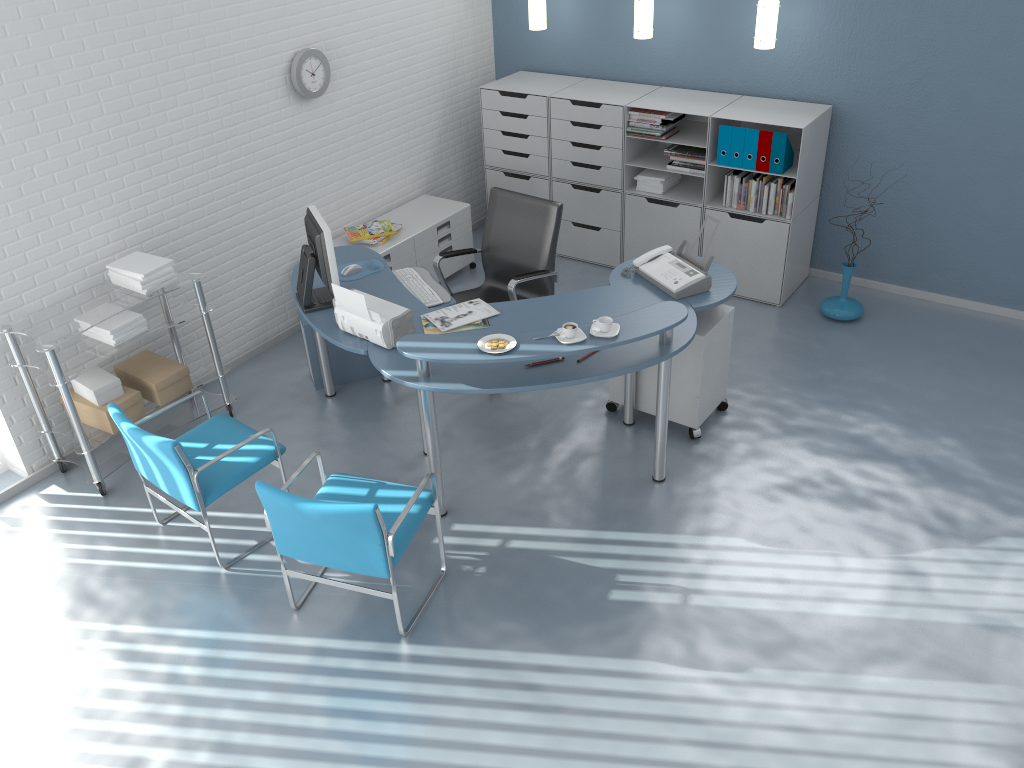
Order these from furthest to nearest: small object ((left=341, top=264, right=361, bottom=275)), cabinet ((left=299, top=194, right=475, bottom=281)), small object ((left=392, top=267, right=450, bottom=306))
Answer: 1. cabinet ((left=299, top=194, right=475, bottom=281))
2. small object ((left=341, top=264, right=361, bottom=275))
3. small object ((left=392, top=267, right=450, bottom=306))

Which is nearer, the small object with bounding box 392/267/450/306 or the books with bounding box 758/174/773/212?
the small object with bounding box 392/267/450/306

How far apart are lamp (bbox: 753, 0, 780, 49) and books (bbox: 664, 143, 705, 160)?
0.7m

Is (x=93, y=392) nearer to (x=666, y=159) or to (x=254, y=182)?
(x=254, y=182)

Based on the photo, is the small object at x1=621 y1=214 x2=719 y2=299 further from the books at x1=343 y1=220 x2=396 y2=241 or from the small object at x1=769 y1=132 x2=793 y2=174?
the books at x1=343 y1=220 x2=396 y2=241

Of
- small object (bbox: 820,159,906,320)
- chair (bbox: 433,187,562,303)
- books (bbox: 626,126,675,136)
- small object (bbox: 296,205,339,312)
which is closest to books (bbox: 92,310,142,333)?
small object (bbox: 296,205,339,312)

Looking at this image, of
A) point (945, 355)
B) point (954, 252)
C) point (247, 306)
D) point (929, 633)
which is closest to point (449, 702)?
point (929, 633)

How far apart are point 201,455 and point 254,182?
1.9 meters

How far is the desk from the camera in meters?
3.6

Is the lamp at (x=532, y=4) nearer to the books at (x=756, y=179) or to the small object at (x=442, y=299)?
the books at (x=756, y=179)
